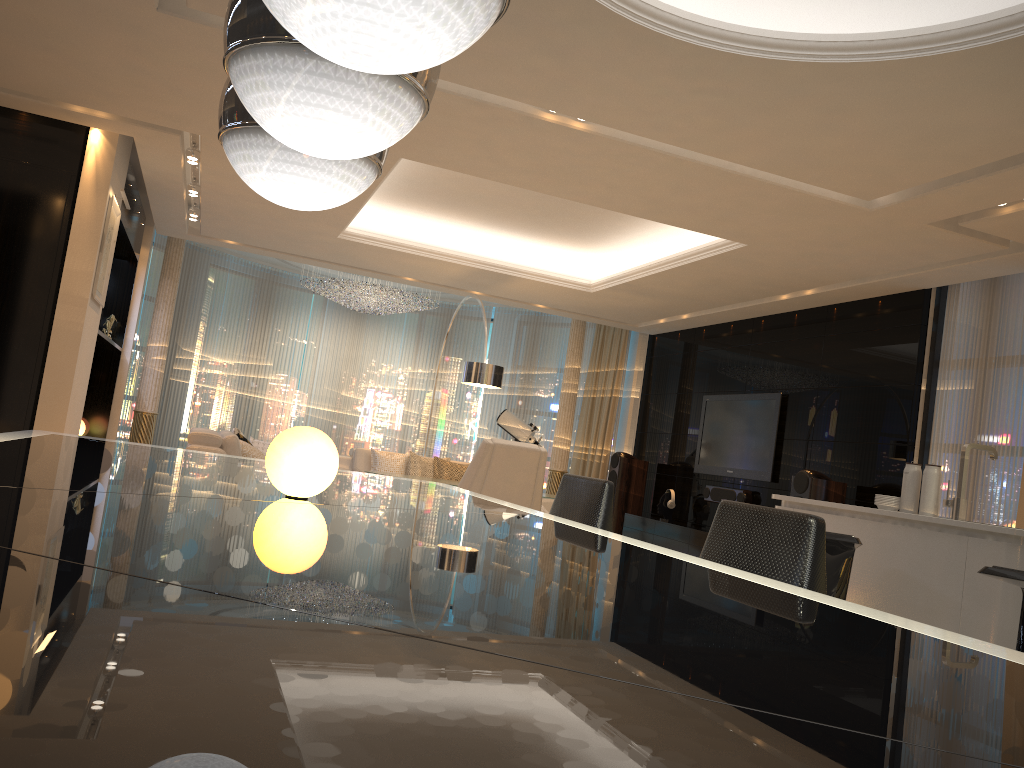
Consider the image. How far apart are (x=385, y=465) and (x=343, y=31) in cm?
807

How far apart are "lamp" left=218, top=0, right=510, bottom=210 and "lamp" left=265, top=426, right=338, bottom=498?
0.5m

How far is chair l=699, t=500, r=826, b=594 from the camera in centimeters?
159cm

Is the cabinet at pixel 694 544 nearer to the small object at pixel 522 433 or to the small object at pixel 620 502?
the small object at pixel 620 502

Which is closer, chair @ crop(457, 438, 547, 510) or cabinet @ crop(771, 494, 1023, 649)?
cabinet @ crop(771, 494, 1023, 649)

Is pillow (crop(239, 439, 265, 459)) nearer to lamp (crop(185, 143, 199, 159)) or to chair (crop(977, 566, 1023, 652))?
lamp (crop(185, 143, 199, 159))

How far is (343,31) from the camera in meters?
1.2 m

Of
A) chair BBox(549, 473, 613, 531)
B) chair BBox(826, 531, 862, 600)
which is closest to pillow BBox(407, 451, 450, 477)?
chair BBox(826, 531, 862, 600)

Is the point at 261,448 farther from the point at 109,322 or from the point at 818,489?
the point at 818,489

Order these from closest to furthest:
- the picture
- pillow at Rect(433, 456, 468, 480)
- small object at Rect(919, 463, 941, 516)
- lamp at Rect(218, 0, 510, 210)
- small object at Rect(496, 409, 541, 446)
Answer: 1. lamp at Rect(218, 0, 510, 210)
2. small object at Rect(919, 463, 941, 516)
3. the picture
4. pillow at Rect(433, 456, 468, 480)
5. small object at Rect(496, 409, 541, 446)
